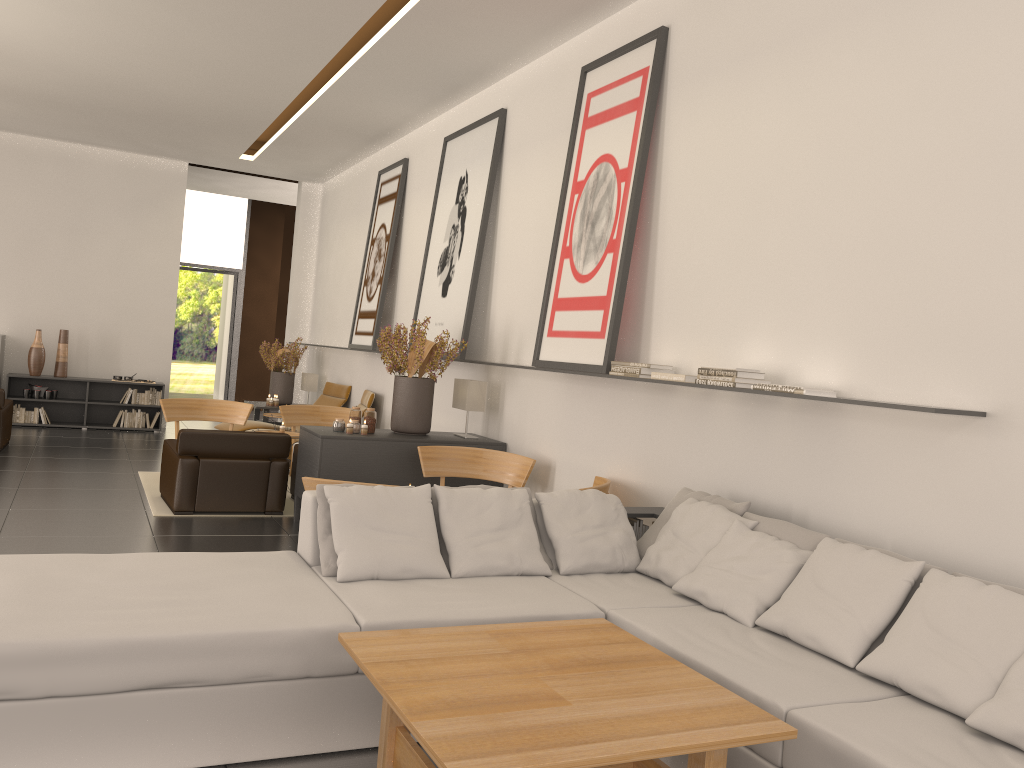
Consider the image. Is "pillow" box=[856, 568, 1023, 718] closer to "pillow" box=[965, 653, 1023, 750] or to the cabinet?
"pillow" box=[965, 653, 1023, 750]

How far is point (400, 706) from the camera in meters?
3.7 m

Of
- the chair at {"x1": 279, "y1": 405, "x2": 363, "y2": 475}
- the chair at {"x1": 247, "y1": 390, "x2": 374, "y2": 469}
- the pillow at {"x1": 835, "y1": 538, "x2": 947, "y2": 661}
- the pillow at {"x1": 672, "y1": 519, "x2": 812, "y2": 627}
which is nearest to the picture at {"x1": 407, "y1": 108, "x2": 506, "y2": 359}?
the chair at {"x1": 279, "y1": 405, "x2": 363, "y2": 475}

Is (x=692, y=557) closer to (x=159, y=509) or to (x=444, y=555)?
(x=444, y=555)

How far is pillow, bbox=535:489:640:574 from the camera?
6.68m

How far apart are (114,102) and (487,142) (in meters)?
7.52

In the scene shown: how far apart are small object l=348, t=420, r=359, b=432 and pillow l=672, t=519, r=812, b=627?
5.6 meters

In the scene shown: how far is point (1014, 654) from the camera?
4.36m

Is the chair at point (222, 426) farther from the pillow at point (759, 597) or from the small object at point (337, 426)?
the pillow at point (759, 597)

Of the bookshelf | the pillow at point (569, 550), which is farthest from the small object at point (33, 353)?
the pillow at point (569, 550)
